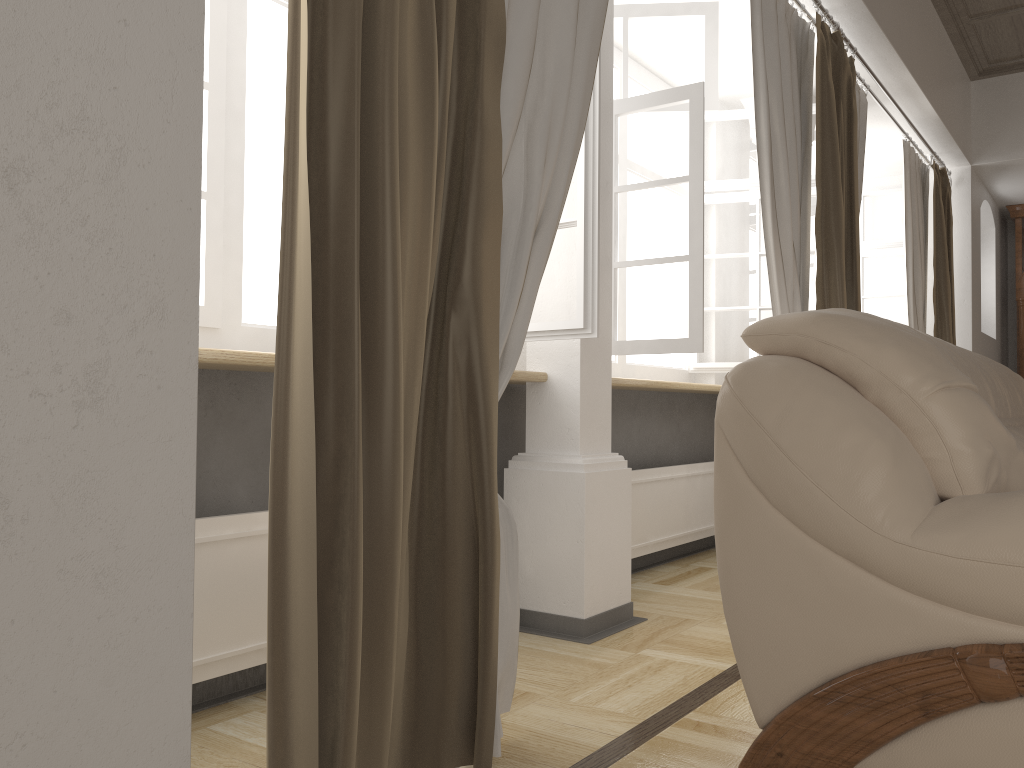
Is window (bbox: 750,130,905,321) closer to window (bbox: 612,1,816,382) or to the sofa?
window (bbox: 612,1,816,382)

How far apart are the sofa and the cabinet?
4.6m

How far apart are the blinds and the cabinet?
1.7 meters

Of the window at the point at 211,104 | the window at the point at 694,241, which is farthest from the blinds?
the window at the point at 211,104

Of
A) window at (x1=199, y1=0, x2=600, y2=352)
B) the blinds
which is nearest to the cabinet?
the blinds

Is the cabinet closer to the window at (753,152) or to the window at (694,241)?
the window at (753,152)

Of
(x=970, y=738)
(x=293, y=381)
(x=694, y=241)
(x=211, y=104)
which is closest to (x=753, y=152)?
(x=694, y=241)

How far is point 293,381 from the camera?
1.3 meters

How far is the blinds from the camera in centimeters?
128cm

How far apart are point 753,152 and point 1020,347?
3.1m
